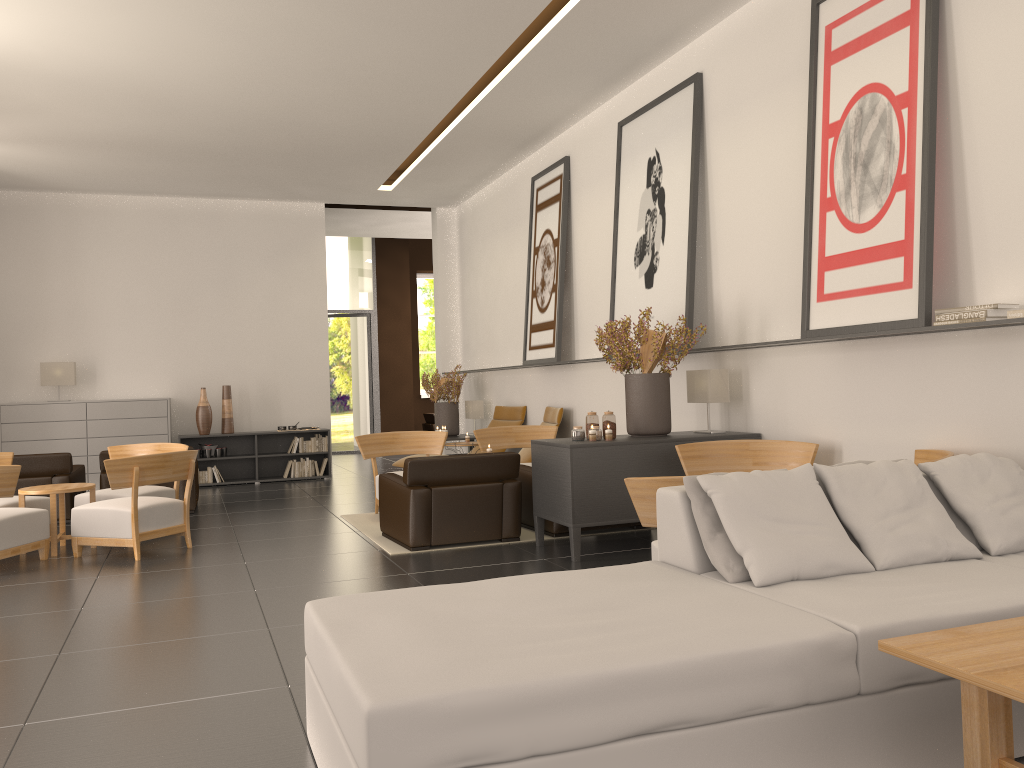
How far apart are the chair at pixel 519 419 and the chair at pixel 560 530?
5.5 meters

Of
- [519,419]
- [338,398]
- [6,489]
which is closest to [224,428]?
[519,419]

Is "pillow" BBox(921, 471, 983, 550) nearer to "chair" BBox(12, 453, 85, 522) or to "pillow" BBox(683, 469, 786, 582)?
"pillow" BBox(683, 469, 786, 582)

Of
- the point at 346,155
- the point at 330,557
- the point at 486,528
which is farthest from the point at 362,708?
the point at 346,155

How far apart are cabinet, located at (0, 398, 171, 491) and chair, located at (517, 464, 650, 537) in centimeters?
962cm

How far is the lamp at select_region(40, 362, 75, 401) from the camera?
17.8 meters

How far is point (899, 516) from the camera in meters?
5.3

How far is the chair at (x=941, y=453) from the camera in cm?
749

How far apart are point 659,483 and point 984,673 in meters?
3.2 m

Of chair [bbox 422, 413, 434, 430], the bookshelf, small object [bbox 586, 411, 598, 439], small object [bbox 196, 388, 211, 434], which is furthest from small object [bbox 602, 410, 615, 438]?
chair [bbox 422, 413, 434, 430]
